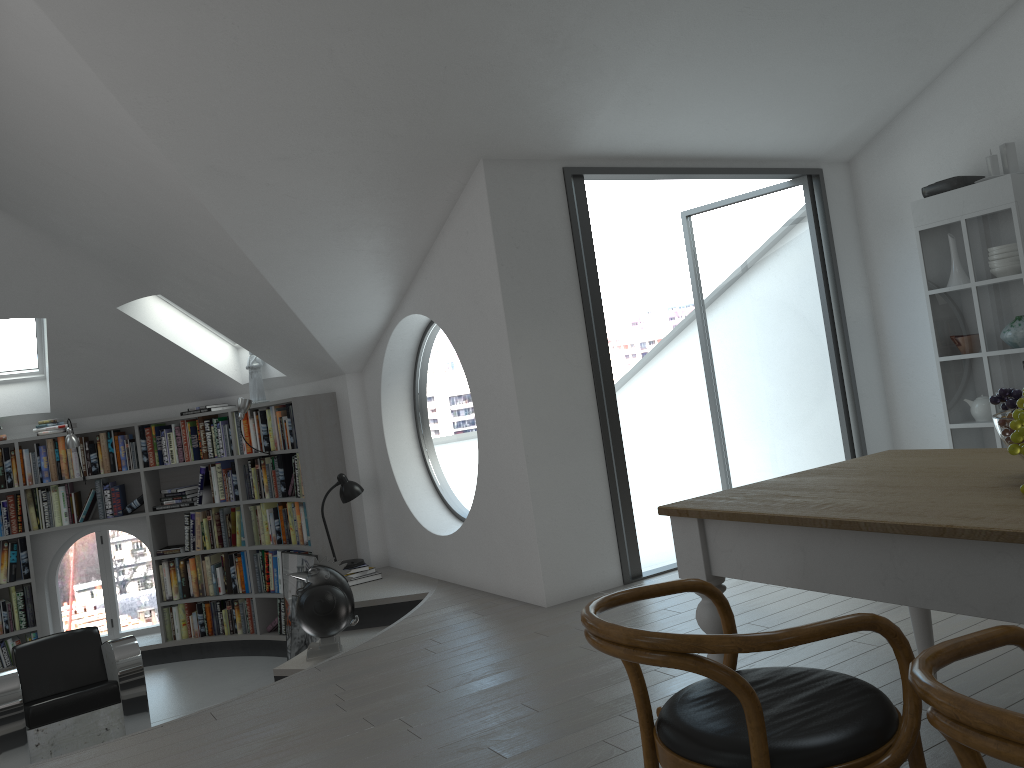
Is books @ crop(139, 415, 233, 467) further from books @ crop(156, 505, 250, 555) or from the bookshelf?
books @ crop(156, 505, 250, 555)

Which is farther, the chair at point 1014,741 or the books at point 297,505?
the books at point 297,505

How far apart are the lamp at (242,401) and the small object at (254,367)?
0.3m

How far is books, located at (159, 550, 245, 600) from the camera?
7.48m

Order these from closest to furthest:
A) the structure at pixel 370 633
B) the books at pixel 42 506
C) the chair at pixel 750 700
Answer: the chair at pixel 750 700, the structure at pixel 370 633, the books at pixel 42 506

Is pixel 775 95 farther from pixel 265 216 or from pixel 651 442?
pixel 651 442

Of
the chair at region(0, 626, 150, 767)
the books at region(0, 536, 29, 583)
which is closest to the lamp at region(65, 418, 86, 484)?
the books at region(0, 536, 29, 583)

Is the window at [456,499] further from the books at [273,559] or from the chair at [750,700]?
the chair at [750,700]

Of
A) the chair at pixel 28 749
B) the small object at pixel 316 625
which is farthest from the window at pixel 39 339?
the small object at pixel 316 625

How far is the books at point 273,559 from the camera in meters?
7.2
